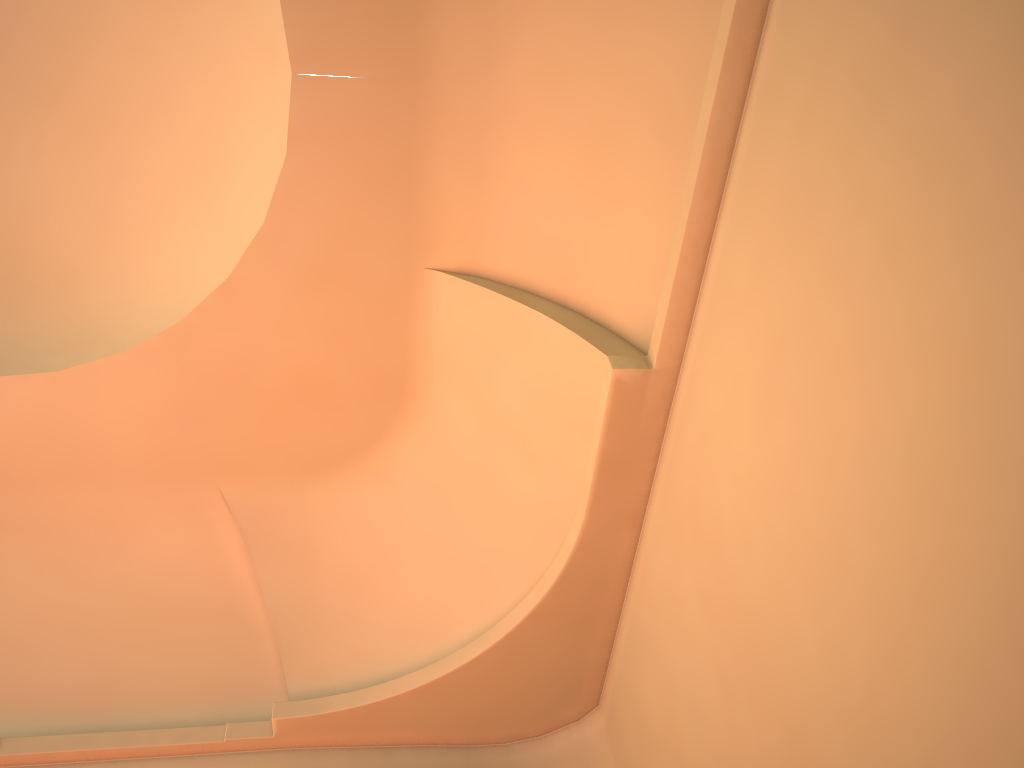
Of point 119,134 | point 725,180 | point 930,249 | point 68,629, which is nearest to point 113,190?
point 119,134
